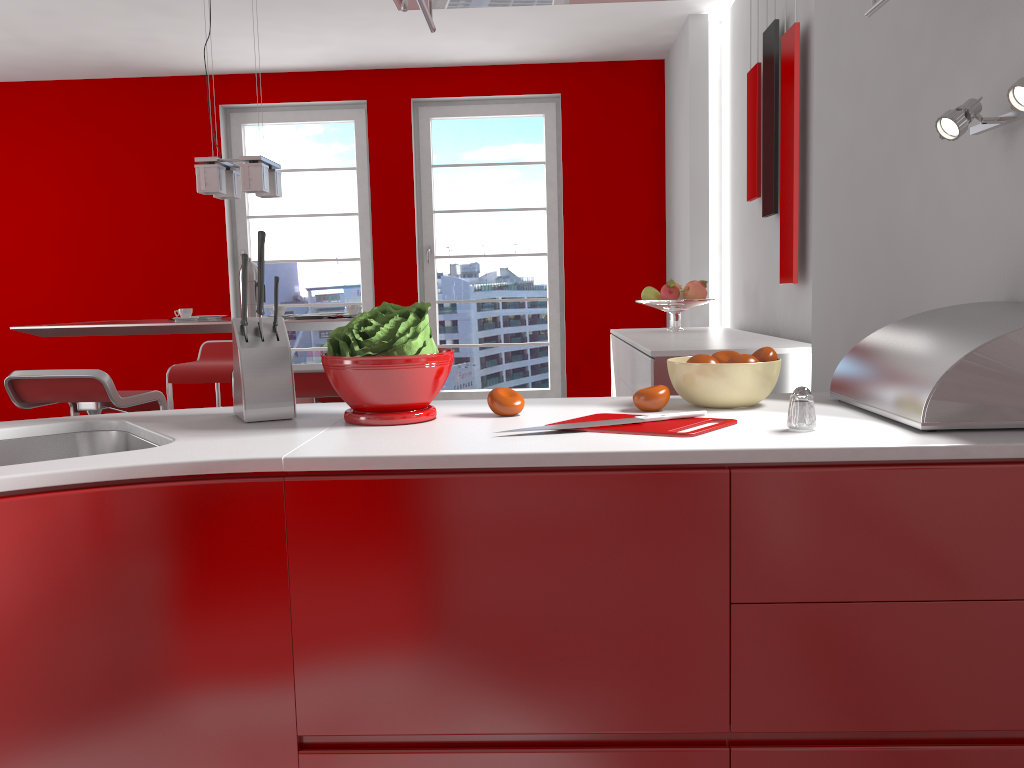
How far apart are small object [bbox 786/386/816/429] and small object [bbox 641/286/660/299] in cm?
321

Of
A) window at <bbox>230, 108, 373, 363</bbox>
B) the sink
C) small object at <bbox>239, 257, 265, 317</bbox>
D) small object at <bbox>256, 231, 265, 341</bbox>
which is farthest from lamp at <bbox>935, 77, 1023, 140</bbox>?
window at <bbox>230, 108, 373, 363</bbox>

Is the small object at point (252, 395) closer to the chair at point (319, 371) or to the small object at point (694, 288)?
the chair at point (319, 371)

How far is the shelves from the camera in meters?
1.5

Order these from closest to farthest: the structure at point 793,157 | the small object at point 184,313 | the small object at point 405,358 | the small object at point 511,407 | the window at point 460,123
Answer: the small object at point 405,358
the small object at point 511,407
the structure at point 793,157
the small object at point 184,313
the window at point 460,123

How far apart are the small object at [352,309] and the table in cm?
25

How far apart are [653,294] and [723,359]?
2.9 meters

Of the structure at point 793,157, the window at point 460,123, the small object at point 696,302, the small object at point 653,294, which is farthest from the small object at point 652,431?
the window at point 460,123

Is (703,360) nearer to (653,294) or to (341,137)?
(653,294)

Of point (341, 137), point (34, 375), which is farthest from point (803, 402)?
point (341, 137)
